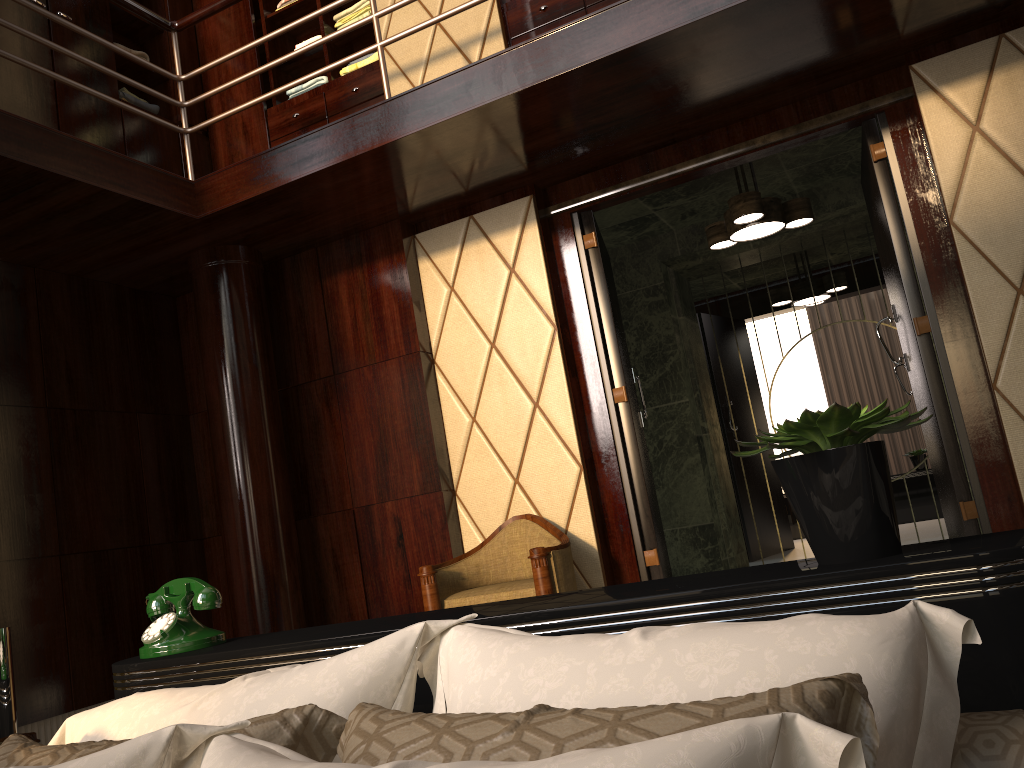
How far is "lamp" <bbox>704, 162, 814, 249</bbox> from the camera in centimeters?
397cm

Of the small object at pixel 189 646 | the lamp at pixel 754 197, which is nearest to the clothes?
the lamp at pixel 754 197

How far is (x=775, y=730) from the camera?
0.56m

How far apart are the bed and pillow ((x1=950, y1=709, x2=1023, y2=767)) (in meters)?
0.11

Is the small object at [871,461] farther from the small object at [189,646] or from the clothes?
the clothes

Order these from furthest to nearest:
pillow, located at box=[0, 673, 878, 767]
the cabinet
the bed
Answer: the cabinet < the bed < pillow, located at box=[0, 673, 878, 767]

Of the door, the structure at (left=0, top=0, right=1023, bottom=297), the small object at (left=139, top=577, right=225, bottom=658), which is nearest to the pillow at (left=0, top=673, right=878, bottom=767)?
the small object at (left=139, top=577, right=225, bottom=658)

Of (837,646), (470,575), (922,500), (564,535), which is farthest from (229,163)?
(837,646)

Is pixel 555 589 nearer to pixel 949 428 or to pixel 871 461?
pixel 949 428

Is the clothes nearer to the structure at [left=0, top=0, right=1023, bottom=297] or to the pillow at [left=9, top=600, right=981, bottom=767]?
the structure at [left=0, top=0, right=1023, bottom=297]
